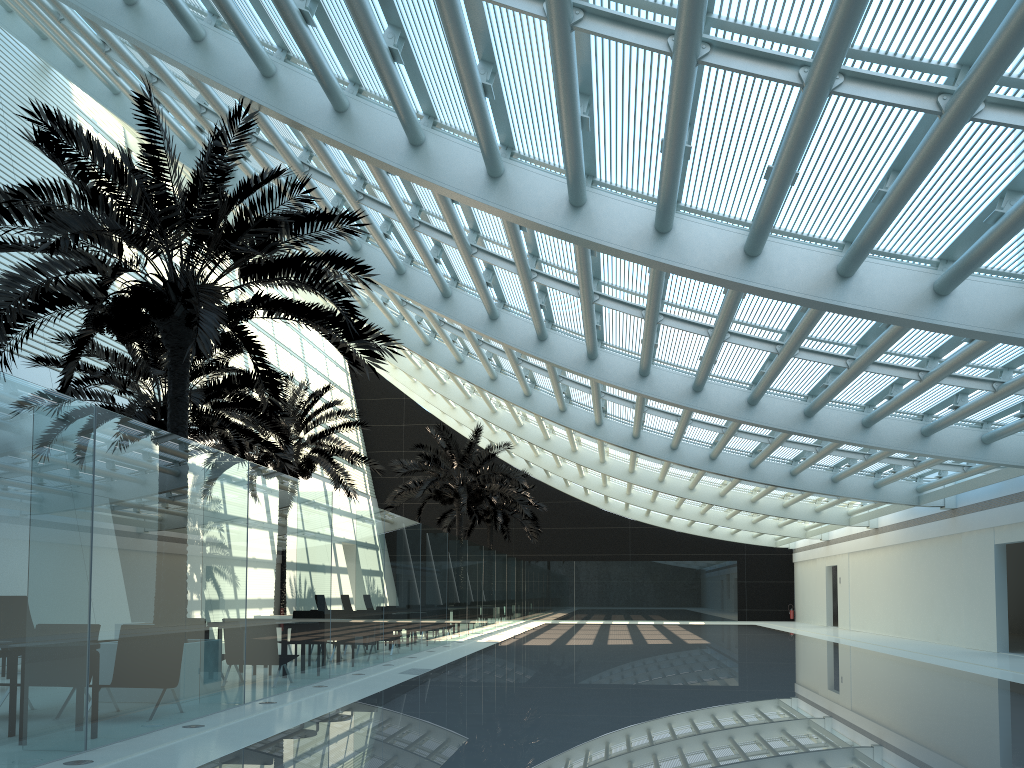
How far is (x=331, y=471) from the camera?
21.4m

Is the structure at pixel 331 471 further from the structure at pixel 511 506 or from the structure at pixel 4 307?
the structure at pixel 511 506

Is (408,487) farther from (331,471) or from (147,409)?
(147,409)

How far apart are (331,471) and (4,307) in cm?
1266

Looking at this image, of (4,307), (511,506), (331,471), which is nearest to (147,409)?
(4,307)

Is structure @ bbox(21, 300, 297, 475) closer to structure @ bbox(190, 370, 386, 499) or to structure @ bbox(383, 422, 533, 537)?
structure @ bbox(190, 370, 386, 499)

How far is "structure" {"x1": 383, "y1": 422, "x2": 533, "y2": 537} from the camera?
27.37m

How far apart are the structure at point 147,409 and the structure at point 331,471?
1.5m

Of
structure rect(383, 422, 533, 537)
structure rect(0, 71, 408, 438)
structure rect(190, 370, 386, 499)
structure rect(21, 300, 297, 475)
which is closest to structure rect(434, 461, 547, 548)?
structure rect(383, 422, 533, 537)

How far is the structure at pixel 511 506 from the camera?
35.78m
